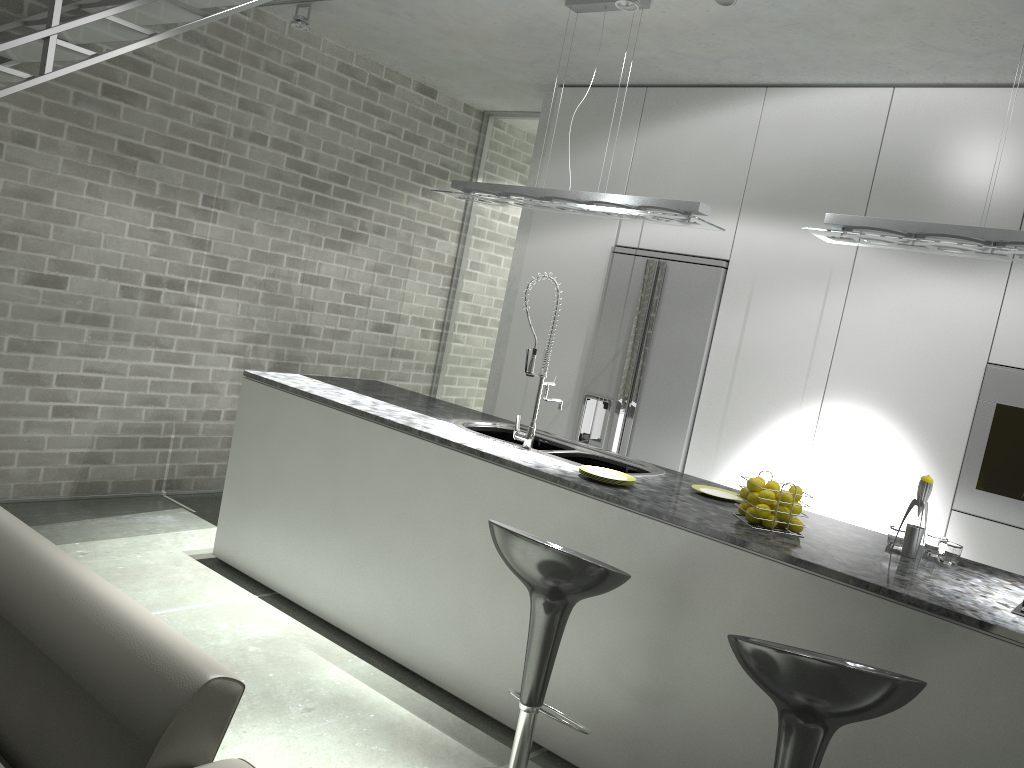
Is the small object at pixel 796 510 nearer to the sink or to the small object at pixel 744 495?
the small object at pixel 744 495

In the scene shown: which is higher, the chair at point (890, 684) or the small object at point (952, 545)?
the small object at point (952, 545)

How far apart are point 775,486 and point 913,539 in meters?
0.5 m

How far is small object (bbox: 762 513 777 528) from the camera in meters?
3.0 m

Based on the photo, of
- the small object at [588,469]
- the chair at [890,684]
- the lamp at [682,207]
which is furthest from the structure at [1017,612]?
the lamp at [682,207]

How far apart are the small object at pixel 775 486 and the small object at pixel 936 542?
0.6 meters

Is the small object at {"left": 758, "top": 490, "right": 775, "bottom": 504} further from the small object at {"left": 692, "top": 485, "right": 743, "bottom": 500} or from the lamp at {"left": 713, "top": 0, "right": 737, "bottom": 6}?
the lamp at {"left": 713, "top": 0, "right": 737, "bottom": 6}

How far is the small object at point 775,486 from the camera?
3.0 meters

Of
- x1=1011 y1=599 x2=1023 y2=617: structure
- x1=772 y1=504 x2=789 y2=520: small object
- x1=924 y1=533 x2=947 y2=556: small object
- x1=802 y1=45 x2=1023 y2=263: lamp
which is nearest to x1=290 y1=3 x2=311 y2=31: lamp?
x1=802 y1=45 x2=1023 y2=263: lamp

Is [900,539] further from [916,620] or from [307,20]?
[307,20]
